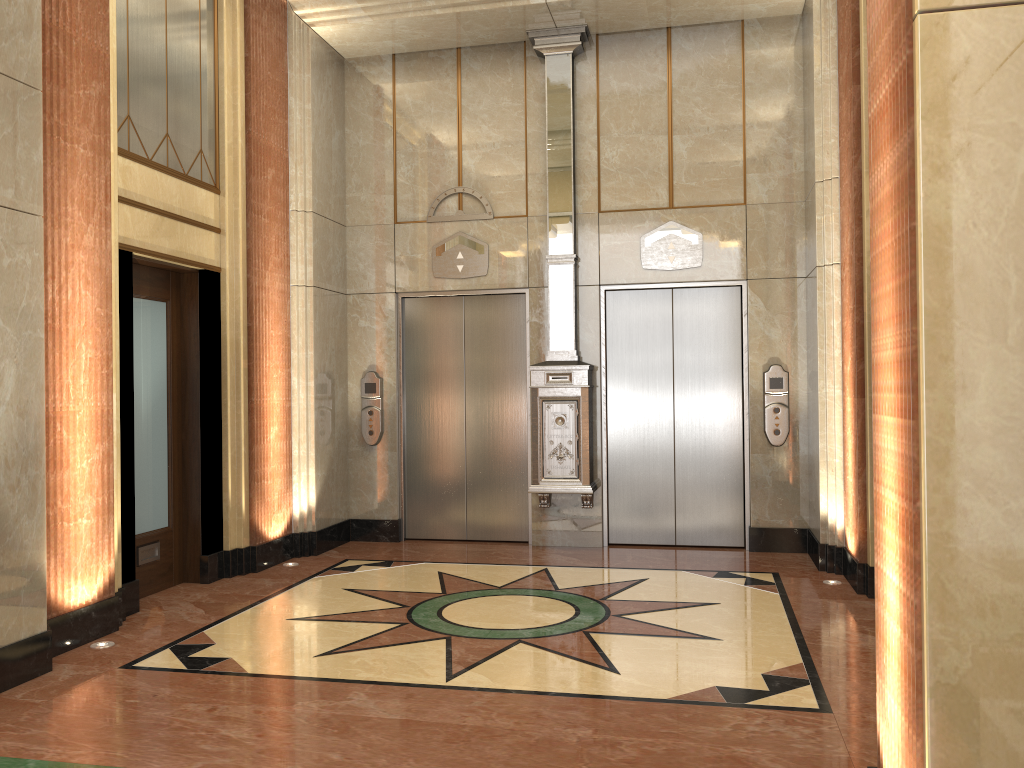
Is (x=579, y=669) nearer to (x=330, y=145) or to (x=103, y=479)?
(x=103, y=479)
